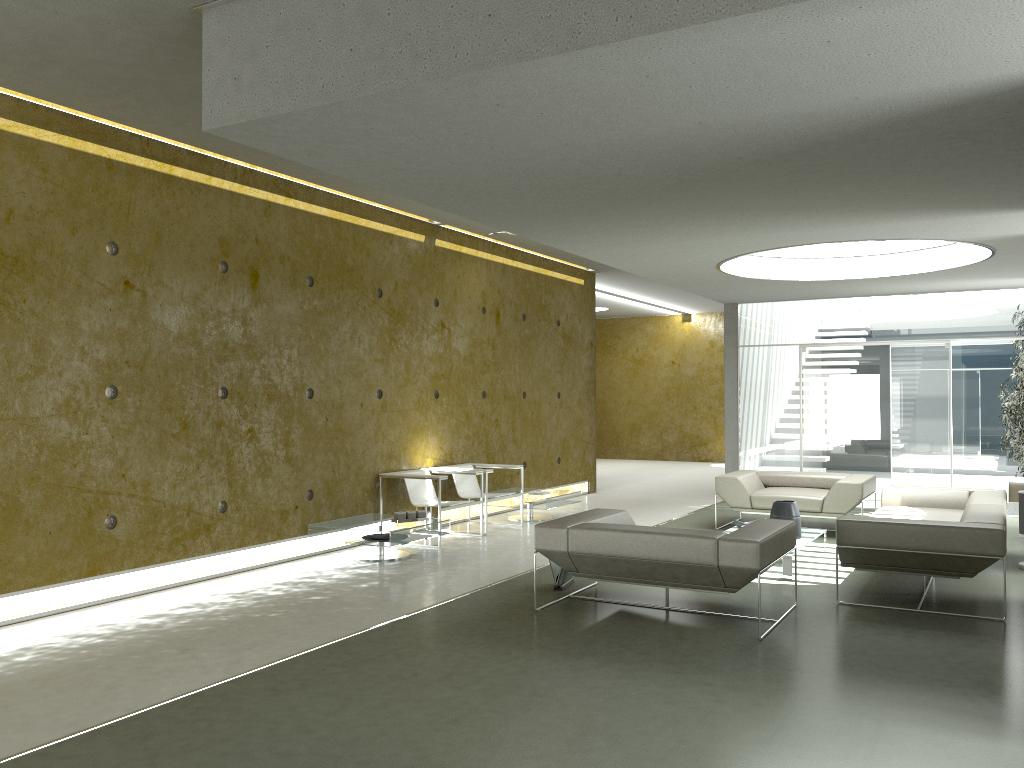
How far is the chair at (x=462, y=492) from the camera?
9.54m

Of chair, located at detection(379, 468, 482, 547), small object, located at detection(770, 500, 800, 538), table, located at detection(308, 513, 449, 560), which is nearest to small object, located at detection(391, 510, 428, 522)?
table, located at detection(308, 513, 449, 560)

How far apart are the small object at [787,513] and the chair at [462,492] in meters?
2.9

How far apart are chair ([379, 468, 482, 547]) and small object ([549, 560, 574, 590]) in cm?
202

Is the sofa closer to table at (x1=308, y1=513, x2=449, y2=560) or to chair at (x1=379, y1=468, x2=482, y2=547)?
table at (x1=308, y1=513, x2=449, y2=560)

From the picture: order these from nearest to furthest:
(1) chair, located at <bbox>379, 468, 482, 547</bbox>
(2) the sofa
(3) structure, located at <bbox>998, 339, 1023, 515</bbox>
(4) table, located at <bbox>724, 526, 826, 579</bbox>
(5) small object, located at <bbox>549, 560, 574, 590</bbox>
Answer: (2) the sofa
(5) small object, located at <bbox>549, 560, 574, 590</bbox>
(4) table, located at <bbox>724, 526, 826, 579</bbox>
(1) chair, located at <bbox>379, 468, 482, 547</bbox>
(3) structure, located at <bbox>998, 339, 1023, 515</bbox>

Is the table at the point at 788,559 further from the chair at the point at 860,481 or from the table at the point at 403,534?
the table at the point at 403,534

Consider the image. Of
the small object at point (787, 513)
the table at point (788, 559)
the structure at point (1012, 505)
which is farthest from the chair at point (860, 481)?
the structure at point (1012, 505)

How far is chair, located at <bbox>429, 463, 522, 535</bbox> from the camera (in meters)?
9.54

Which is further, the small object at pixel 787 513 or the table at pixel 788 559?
the small object at pixel 787 513
